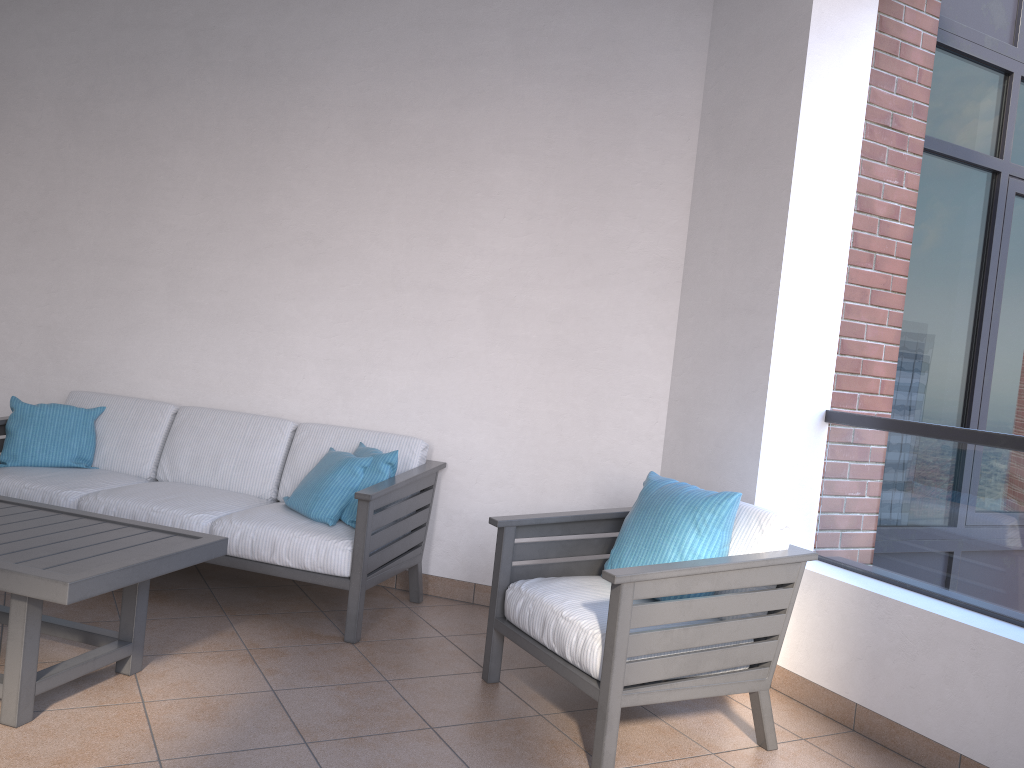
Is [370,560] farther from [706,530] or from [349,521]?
[706,530]

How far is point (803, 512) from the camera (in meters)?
3.55

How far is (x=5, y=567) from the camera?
2.39m

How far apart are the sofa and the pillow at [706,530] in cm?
94

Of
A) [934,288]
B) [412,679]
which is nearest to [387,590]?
[412,679]

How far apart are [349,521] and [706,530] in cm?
152

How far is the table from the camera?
2.4 meters

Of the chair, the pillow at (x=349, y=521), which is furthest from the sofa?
the chair

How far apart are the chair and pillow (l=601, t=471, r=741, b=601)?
0.0 meters

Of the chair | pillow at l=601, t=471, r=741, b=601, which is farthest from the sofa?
pillow at l=601, t=471, r=741, b=601
